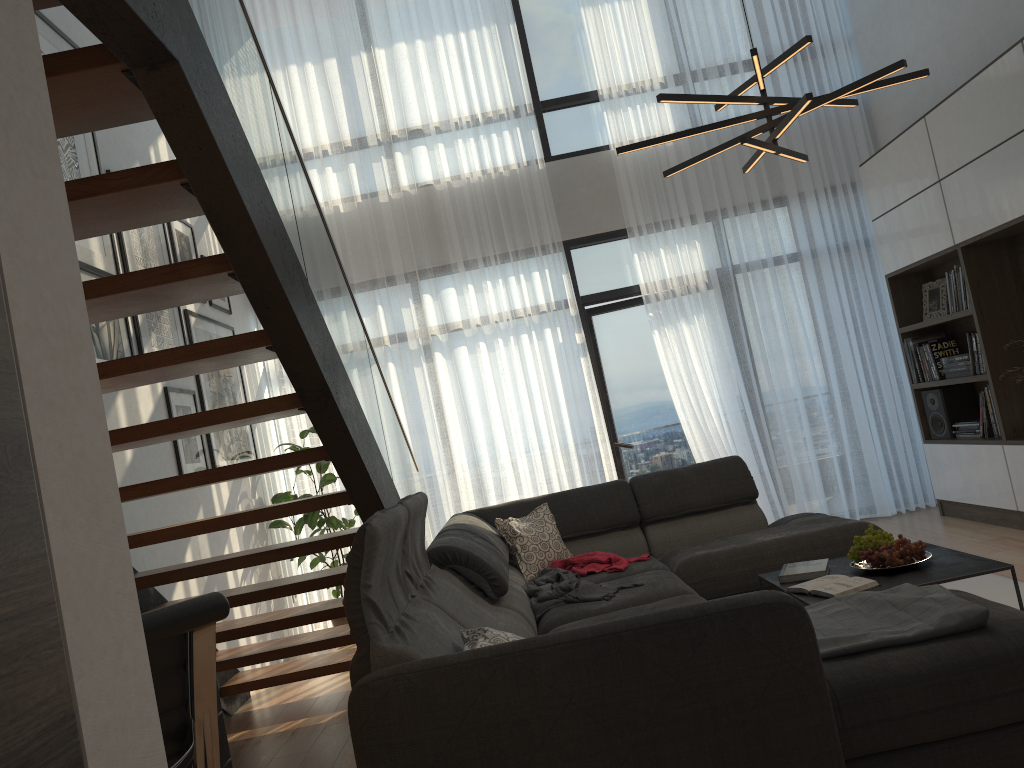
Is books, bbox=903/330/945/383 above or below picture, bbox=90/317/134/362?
below

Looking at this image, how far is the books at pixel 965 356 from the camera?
5.42m

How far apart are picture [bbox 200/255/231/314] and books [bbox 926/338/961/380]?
4.6m

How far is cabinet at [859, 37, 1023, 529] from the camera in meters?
4.6 m

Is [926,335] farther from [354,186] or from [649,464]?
[354,186]

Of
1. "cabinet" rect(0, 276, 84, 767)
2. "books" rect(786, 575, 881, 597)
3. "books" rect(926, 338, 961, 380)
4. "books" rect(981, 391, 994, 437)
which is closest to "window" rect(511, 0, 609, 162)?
"books" rect(926, 338, 961, 380)

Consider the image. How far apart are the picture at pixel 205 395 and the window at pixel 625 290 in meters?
2.5 m

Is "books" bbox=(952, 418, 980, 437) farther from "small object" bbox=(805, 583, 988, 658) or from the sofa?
"small object" bbox=(805, 583, 988, 658)

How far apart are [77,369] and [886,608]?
2.3 meters

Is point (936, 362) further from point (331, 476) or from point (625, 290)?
point (331, 476)
